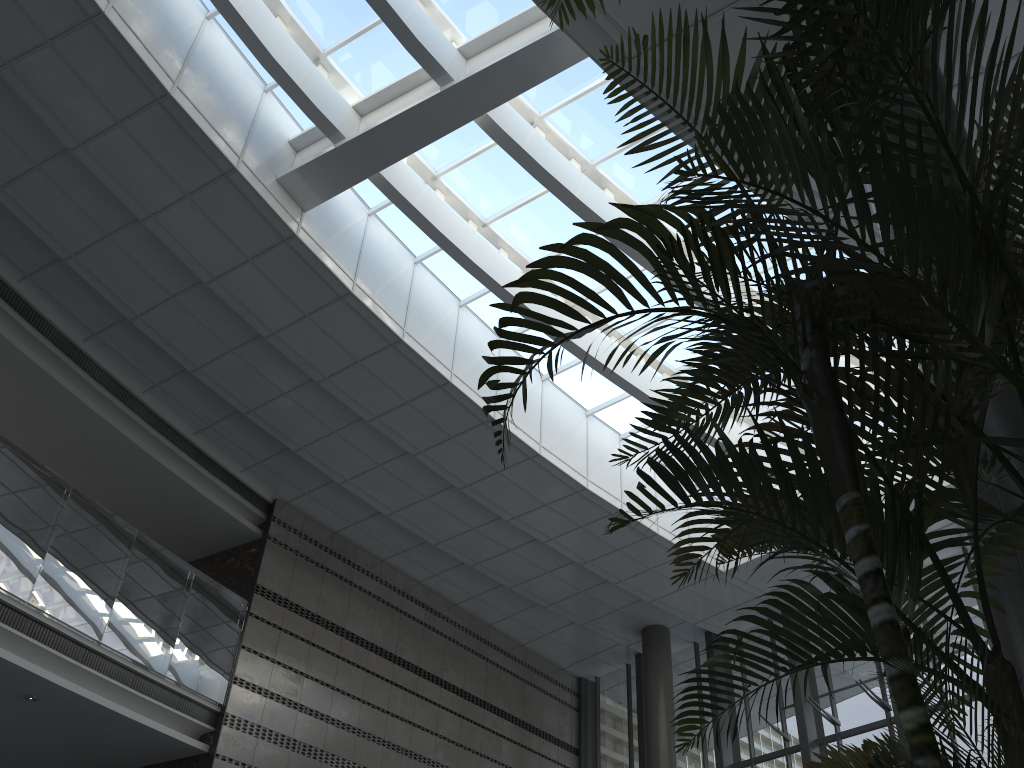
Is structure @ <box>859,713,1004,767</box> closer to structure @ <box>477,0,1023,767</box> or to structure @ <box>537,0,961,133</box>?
structure @ <box>477,0,1023,767</box>

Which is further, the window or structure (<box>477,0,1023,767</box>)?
the window

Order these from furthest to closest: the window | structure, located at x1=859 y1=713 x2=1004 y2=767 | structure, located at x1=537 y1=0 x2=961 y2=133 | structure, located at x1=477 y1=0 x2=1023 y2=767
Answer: the window < structure, located at x1=859 y1=713 x2=1004 y2=767 < structure, located at x1=537 y1=0 x2=961 y2=133 < structure, located at x1=477 y1=0 x2=1023 y2=767

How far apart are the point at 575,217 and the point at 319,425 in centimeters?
403cm

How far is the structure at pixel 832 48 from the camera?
1.51m

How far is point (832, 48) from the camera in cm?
151

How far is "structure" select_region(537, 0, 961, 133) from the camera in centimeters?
151cm

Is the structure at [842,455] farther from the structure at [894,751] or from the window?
the window

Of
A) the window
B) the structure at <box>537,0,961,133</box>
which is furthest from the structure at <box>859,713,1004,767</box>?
the window

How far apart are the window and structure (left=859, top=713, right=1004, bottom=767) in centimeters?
686cm
